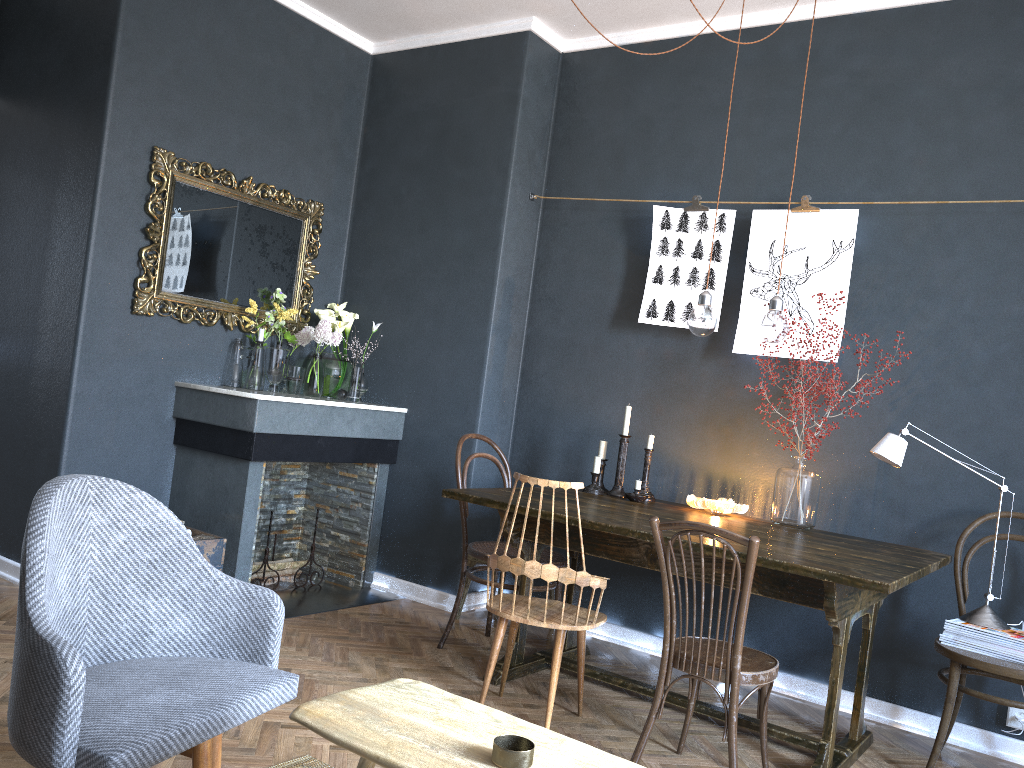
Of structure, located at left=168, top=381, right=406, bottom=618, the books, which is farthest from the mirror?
the books

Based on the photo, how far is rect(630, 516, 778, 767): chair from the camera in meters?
2.5

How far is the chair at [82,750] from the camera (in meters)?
1.53

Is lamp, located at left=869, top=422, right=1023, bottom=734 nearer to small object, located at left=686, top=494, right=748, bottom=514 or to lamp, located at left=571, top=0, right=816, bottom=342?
lamp, located at left=571, top=0, right=816, bottom=342

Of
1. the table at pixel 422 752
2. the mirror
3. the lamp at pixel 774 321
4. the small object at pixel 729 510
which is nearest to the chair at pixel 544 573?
the small object at pixel 729 510

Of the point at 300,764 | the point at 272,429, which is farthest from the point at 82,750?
the point at 272,429

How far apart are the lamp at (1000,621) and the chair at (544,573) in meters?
1.1 m

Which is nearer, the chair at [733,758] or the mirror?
the chair at [733,758]

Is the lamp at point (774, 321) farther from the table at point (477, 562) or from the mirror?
the mirror

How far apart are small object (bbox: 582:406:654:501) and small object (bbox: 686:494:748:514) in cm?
18
